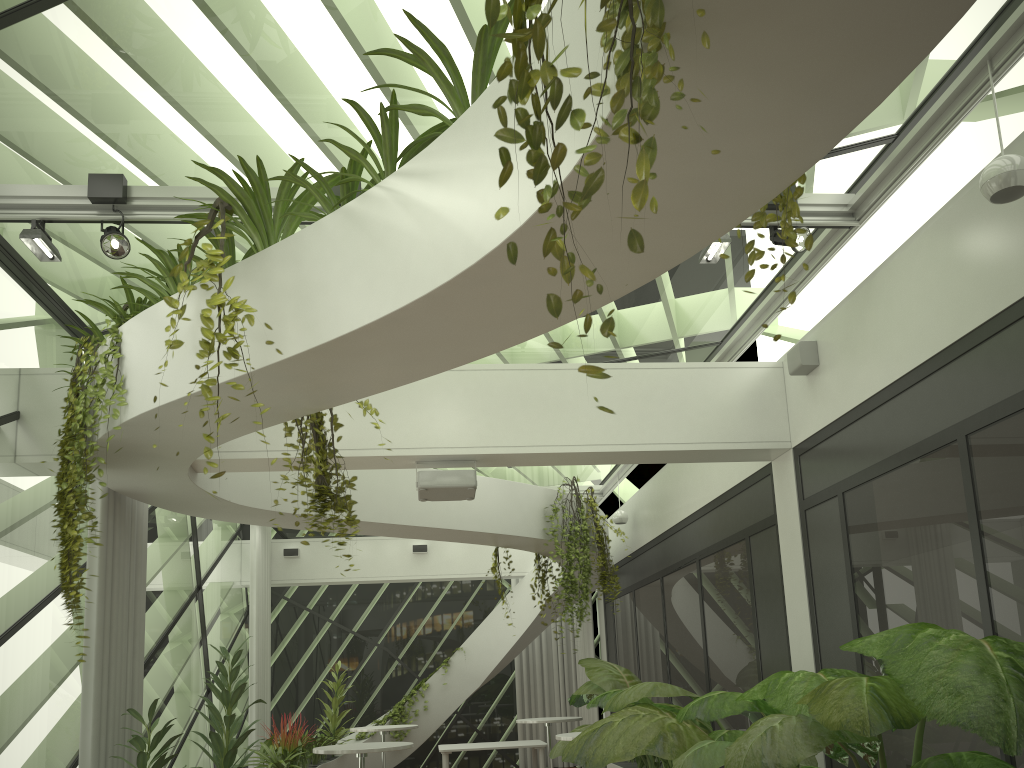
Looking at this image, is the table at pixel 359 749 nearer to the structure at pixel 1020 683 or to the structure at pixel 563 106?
the structure at pixel 1020 683

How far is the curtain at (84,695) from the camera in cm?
614

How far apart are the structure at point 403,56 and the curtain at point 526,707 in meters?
10.2

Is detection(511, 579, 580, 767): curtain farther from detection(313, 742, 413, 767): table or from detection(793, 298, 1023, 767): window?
detection(793, 298, 1023, 767): window

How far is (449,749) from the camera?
11.31m

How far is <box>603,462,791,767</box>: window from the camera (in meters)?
7.20

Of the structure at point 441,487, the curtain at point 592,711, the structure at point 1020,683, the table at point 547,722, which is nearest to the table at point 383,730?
the table at point 547,722

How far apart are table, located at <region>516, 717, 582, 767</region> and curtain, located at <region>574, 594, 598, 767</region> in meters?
3.1

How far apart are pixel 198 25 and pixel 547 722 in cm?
859

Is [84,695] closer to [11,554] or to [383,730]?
[11,554]
